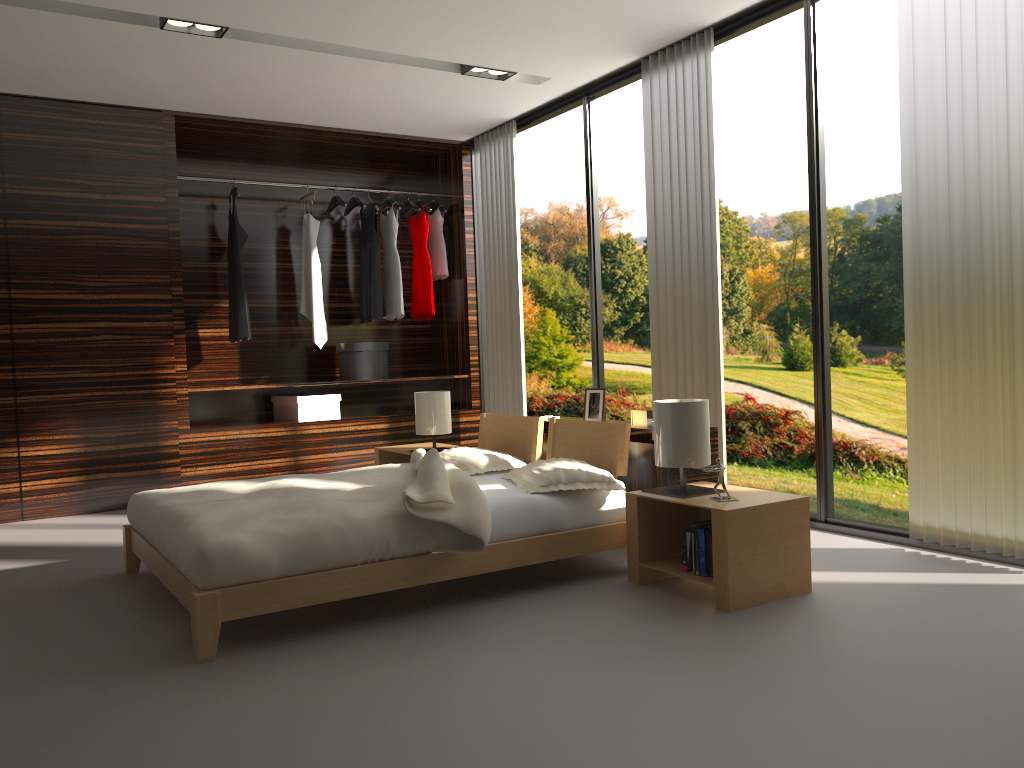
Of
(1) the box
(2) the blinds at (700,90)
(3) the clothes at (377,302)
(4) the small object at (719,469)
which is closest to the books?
(4) the small object at (719,469)

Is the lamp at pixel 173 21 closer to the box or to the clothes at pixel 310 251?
the clothes at pixel 310 251

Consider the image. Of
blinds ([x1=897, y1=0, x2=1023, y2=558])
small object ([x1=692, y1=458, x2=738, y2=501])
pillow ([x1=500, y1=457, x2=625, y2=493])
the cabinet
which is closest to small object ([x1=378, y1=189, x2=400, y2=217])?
the cabinet

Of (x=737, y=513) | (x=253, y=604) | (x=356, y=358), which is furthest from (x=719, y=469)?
(x=356, y=358)

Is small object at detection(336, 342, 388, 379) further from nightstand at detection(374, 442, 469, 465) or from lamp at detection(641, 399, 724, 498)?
lamp at detection(641, 399, 724, 498)

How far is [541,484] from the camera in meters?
3.3

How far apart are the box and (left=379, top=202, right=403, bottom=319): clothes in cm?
77

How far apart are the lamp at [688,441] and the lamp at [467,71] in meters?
2.6

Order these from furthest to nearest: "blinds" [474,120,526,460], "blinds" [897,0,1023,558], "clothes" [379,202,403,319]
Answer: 1. "clothes" [379,202,403,319]
2. "blinds" [474,120,526,460]
3. "blinds" [897,0,1023,558]

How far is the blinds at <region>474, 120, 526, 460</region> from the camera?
5.97m
